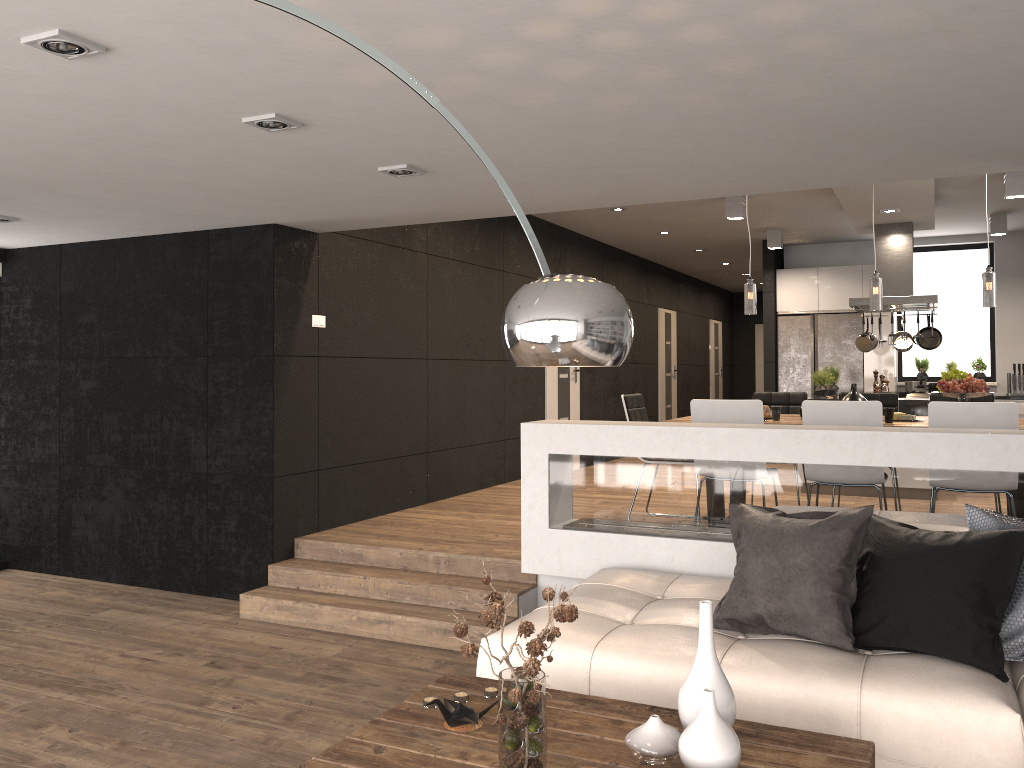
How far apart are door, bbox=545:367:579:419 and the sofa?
5.2m

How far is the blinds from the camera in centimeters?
676cm

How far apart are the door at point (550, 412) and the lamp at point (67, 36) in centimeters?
723cm

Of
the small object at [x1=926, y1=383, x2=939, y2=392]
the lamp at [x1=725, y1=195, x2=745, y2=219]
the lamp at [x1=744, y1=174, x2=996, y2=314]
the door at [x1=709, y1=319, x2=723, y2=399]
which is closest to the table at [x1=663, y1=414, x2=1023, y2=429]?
the lamp at [x1=744, y1=174, x2=996, y2=314]

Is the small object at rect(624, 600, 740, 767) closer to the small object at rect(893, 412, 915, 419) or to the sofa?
the sofa

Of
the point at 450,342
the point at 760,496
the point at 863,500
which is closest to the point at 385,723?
the point at 760,496

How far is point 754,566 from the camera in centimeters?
345cm

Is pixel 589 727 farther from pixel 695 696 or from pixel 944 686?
pixel 944 686

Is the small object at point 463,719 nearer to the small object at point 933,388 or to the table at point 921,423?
the table at point 921,423

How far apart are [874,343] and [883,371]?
1.57m
